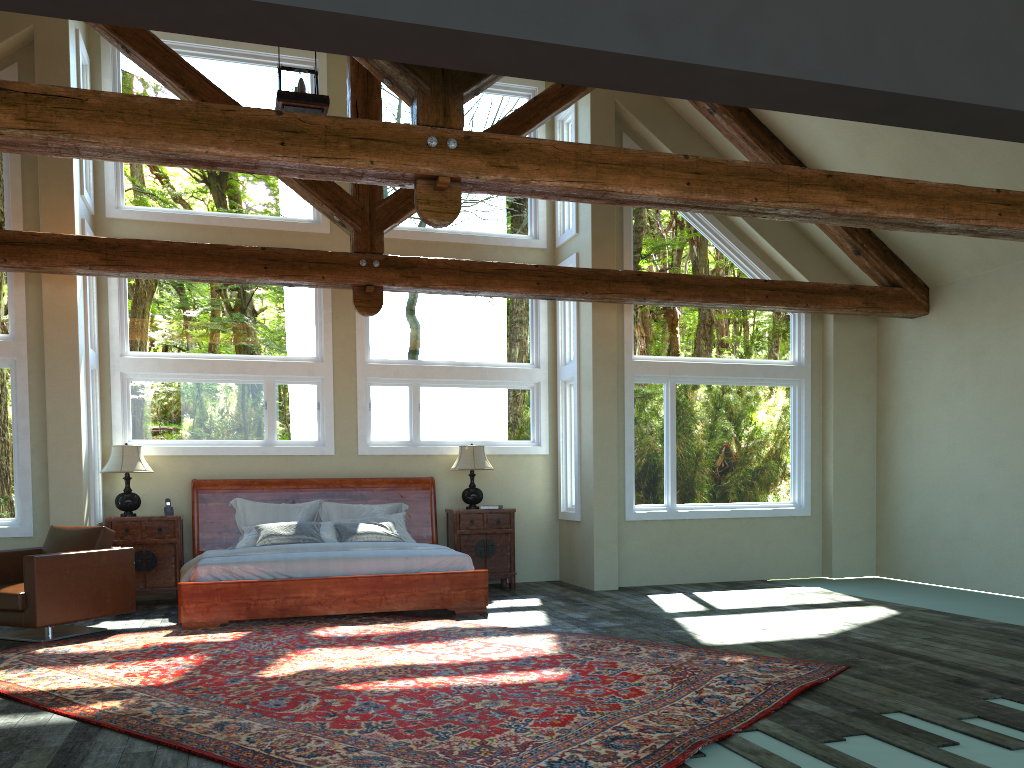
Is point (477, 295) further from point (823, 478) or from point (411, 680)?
point (823, 478)

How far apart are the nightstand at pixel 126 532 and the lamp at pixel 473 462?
3.0 meters

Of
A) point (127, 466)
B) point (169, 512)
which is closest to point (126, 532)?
point (169, 512)

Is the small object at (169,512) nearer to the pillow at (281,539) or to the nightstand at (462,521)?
the pillow at (281,539)

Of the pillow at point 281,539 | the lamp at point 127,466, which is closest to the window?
the lamp at point 127,466

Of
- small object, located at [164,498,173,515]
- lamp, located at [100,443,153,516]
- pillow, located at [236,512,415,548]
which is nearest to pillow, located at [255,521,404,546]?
pillow, located at [236,512,415,548]

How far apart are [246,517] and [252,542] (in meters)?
0.58

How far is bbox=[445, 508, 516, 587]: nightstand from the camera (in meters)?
10.01

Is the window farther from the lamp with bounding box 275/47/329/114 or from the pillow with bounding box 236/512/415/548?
the lamp with bounding box 275/47/329/114

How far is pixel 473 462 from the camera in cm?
1000
